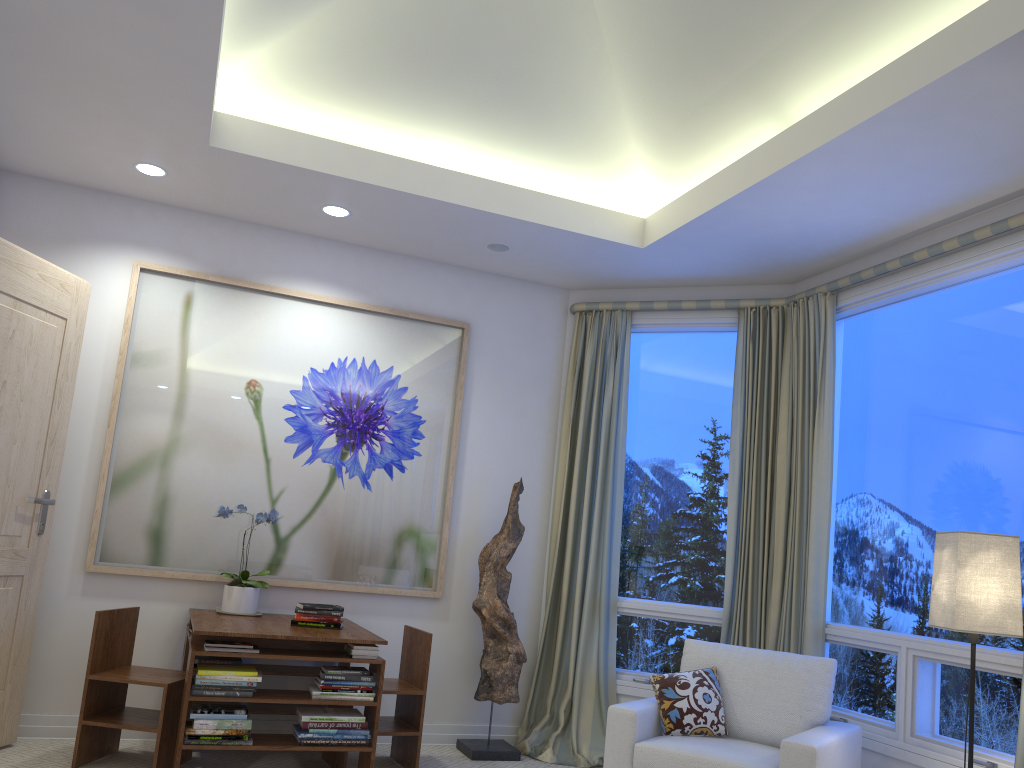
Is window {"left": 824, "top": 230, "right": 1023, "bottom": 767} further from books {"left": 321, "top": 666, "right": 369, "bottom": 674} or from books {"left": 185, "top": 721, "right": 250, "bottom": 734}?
books {"left": 185, "top": 721, "right": 250, "bottom": 734}

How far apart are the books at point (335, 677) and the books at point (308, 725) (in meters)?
0.17

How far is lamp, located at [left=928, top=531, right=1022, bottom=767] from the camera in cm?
276

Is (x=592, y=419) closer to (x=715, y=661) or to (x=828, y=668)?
(x=715, y=661)

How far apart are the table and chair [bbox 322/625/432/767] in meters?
0.1

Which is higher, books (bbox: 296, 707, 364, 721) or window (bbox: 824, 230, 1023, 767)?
window (bbox: 824, 230, 1023, 767)

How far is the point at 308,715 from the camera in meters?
3.4

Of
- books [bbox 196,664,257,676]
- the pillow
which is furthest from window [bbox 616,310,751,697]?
books [bbox 196,664,257,676]

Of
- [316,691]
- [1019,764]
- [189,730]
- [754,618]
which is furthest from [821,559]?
[189,730]

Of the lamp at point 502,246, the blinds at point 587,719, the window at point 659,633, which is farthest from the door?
the window at point 659,633
